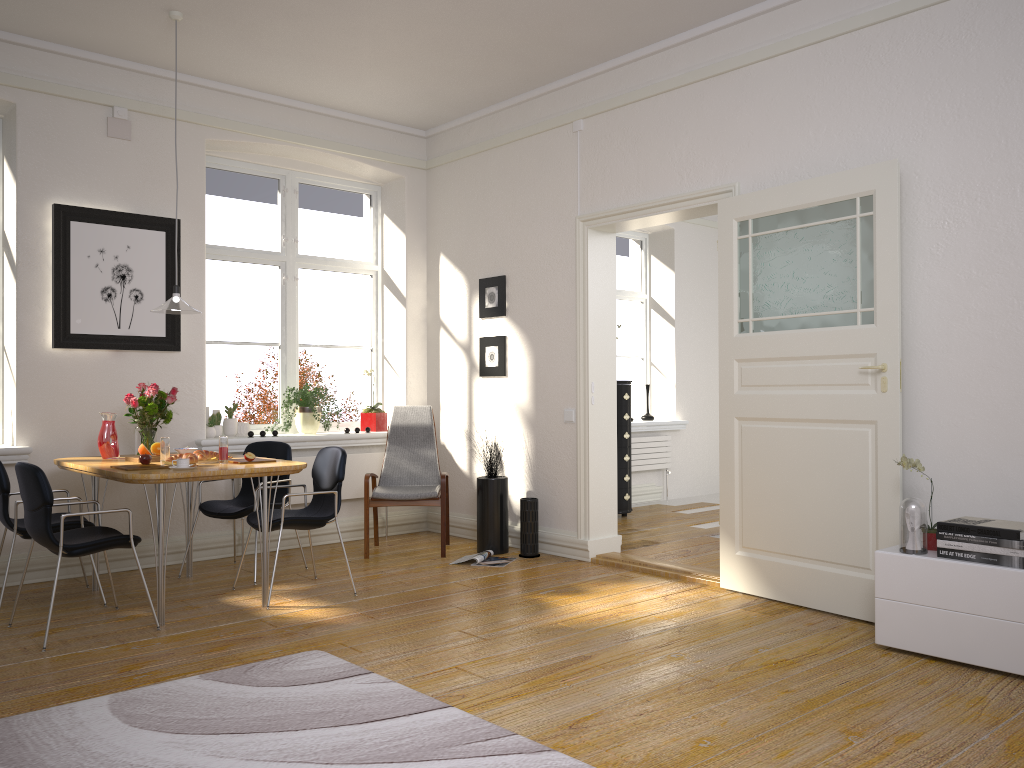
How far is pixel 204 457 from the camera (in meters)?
4.70

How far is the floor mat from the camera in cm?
268

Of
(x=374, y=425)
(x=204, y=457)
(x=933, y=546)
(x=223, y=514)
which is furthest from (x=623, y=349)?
(x=933, y=546)

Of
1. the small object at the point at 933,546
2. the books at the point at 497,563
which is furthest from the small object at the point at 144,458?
the small object at the point at 933,546

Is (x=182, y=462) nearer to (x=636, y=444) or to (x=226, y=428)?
(x=226, y=428)

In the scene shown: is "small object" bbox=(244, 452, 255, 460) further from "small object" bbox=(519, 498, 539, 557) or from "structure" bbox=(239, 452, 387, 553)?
"small object" bbox=(519, 498, 539, 557)

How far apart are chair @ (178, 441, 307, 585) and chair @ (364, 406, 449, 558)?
0.60m

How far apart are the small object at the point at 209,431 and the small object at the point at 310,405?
0.5m

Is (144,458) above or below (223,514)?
above

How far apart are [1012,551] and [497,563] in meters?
3.1
